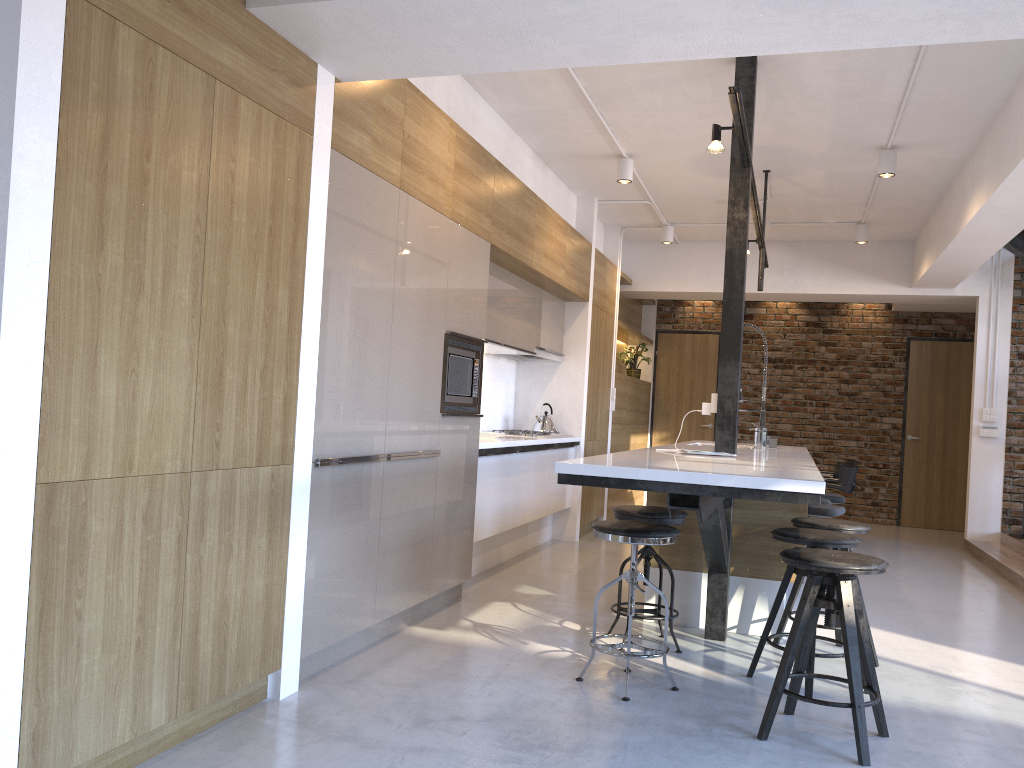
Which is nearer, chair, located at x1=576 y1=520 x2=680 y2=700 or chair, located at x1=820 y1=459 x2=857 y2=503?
chair, located at x1=576 y1=520 x2=680 y2=700

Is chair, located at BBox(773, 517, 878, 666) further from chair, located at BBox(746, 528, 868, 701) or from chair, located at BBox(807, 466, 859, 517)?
chair, located at BBox(807, 466, 859, 517)

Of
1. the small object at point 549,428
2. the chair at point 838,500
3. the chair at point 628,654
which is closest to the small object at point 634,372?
the chair at point 838,500

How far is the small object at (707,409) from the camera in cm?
439

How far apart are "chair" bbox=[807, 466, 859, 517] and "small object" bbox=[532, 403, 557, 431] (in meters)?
2.09

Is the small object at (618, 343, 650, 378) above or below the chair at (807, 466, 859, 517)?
above

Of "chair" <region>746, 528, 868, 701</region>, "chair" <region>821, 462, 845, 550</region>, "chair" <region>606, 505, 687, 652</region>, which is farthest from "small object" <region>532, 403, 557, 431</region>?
"chair" <region>746, 528, 868, 701</region>

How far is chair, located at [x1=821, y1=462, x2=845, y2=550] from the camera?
7.4 meters

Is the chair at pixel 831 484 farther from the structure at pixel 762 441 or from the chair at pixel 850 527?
the chair at pixel 850 527

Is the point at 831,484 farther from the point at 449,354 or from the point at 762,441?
the point at 449,354
